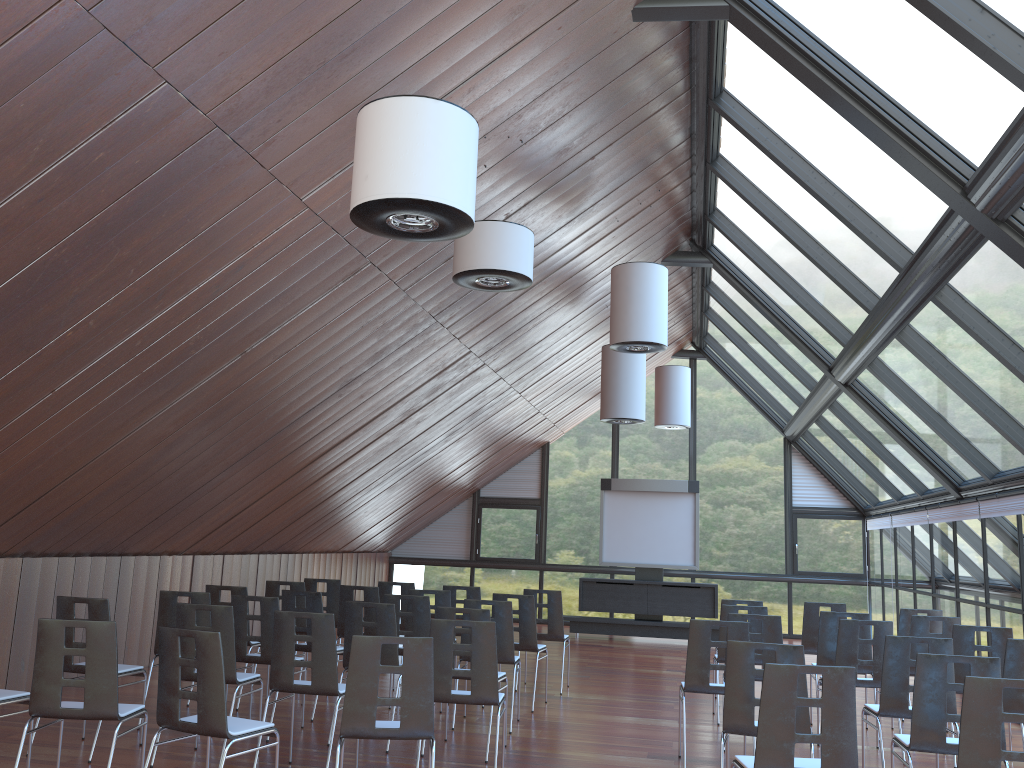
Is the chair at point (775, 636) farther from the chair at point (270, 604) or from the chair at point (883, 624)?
the chair at point (270, 604)

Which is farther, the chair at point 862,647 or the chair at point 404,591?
the chair at point 404,591

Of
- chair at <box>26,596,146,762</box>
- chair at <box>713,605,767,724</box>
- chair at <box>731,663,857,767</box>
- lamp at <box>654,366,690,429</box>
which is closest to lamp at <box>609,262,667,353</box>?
chair at <box>713,605,767,724</box>

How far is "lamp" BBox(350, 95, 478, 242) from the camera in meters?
4.5

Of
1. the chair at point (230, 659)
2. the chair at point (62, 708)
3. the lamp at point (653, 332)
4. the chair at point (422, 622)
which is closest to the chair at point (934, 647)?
the chair at point (422, 622)

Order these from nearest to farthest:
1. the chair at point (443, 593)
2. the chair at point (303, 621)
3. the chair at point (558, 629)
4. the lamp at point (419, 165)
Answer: the lamp at point (419, 165) < the chair at point (443, 593) < the chair at point (303, 621) < the chair at point (558, 629)

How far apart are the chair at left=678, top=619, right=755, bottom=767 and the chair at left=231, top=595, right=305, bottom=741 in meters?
3.5

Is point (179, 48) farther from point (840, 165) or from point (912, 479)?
point (912, 479)

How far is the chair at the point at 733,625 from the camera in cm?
712

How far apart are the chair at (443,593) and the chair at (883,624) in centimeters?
408cm
